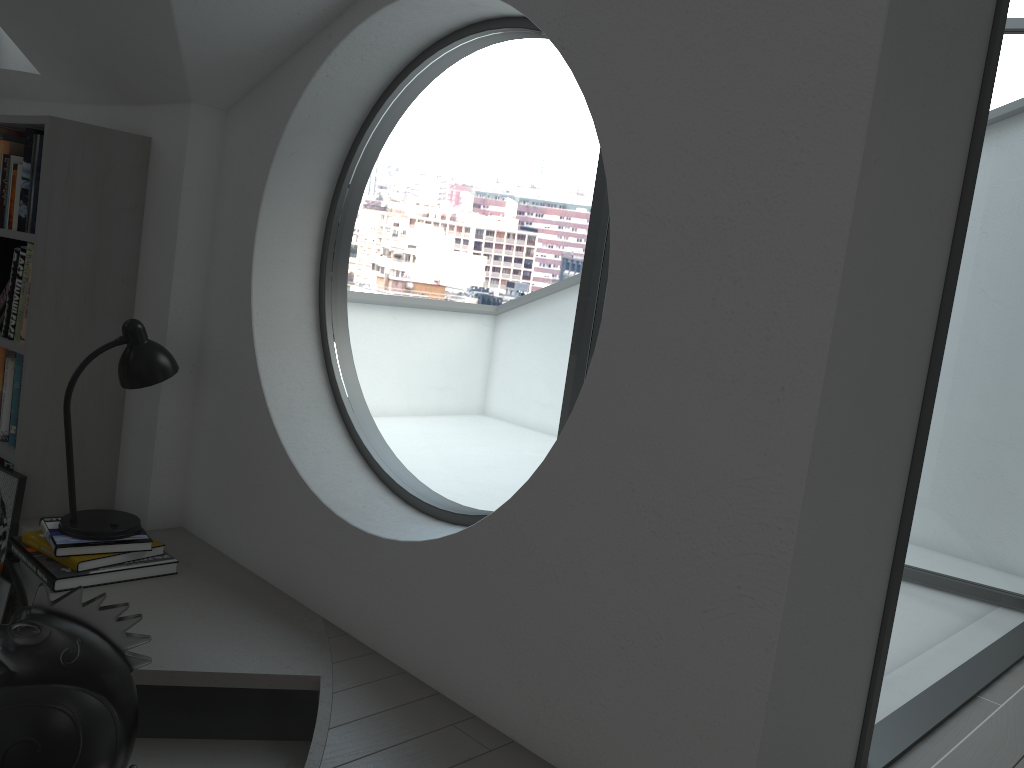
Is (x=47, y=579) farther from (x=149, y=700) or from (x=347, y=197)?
(x=347, y=197)

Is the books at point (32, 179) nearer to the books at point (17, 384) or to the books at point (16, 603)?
the books at point (17, 384)

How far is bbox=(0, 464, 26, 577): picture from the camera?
2.97m

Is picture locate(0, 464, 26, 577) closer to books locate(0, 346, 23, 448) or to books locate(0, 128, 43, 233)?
books locate(0, 346, 23, 448)

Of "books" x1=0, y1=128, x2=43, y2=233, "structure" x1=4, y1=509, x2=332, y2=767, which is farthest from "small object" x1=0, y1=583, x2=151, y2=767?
"books" x1=0, y1=128, x2=43, y2=233

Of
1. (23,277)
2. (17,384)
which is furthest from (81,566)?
(23,277)

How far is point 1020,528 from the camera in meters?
22.6 m

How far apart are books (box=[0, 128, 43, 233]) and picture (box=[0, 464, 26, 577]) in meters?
0.8 m

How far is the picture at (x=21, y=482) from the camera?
2.97m

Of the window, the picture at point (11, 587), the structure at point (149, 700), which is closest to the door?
the window
